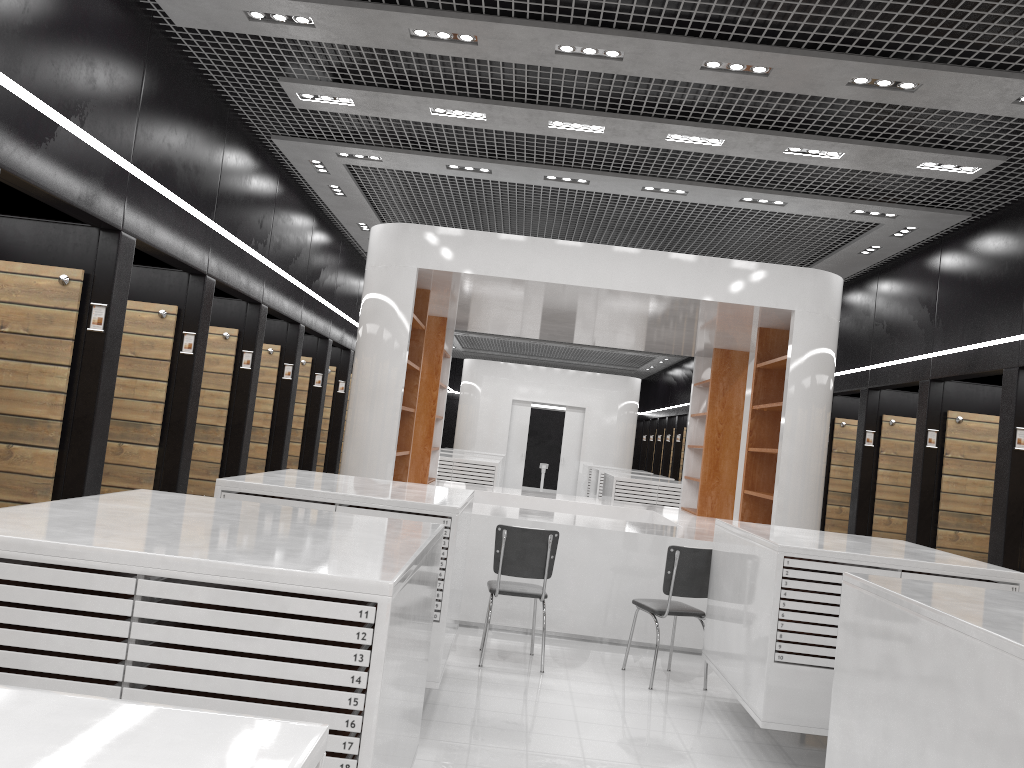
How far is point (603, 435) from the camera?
20.64m

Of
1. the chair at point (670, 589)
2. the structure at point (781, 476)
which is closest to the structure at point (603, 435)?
the structure at point (781, 476)

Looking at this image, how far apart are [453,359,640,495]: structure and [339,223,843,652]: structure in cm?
899

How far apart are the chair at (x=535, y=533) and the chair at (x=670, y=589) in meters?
0.7 m

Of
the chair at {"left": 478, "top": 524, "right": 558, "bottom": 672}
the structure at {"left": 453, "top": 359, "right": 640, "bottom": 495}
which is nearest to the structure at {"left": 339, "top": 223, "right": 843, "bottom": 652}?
the chair at {"left": 478, "top": 524, "right": 558, "bottom": 672}

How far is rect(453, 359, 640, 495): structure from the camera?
20.6m

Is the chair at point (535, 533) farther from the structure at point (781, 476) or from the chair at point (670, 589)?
the structure at point (781, 476)

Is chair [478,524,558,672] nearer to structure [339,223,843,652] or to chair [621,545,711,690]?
chair [621,545,711,690]

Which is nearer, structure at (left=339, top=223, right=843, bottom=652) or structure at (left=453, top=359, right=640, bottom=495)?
structure at (left=339, top=223, right=843, bottom=652)

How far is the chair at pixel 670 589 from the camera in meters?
6.1 m
